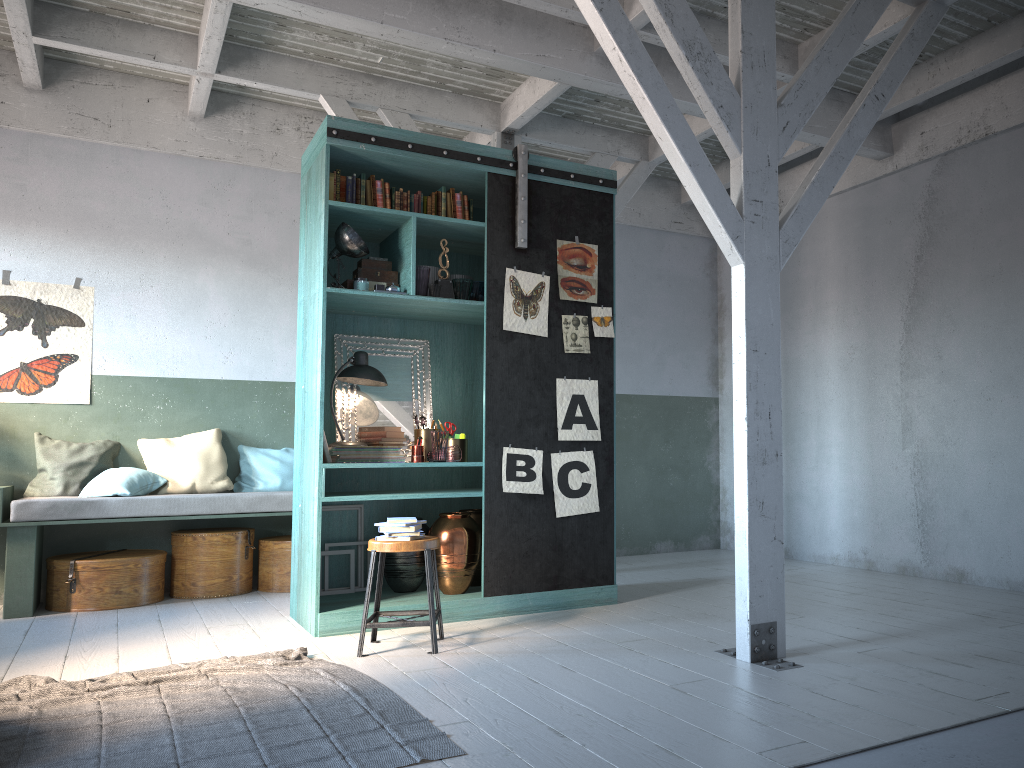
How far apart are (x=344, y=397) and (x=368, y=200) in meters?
1.5 m

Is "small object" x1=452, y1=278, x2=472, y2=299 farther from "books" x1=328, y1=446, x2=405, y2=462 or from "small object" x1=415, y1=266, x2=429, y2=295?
"books" x1=328, y1=446, x2=405, y2=462

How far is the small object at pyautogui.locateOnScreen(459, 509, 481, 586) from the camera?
6.66m

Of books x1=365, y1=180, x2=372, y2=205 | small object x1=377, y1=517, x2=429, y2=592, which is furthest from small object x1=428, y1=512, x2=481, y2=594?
books x1=365, y1=180, x2=372, y2=205

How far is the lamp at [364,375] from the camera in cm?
634

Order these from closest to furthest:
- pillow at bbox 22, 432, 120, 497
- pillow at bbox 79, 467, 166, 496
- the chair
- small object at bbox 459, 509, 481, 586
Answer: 1. the chair
2. small object at bbox 459, 509, 481, 586
3. pillow at bbox 79, 467, 166, 496
4. pillow at bbox 22, 432, 120, 497

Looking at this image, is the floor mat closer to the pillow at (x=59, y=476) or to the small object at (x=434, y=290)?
the small object at (x=434, y=290)

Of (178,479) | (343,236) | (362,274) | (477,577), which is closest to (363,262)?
(362,274)

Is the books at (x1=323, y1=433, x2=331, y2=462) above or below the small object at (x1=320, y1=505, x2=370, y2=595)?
above

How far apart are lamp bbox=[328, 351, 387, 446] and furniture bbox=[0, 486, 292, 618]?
1.5m
